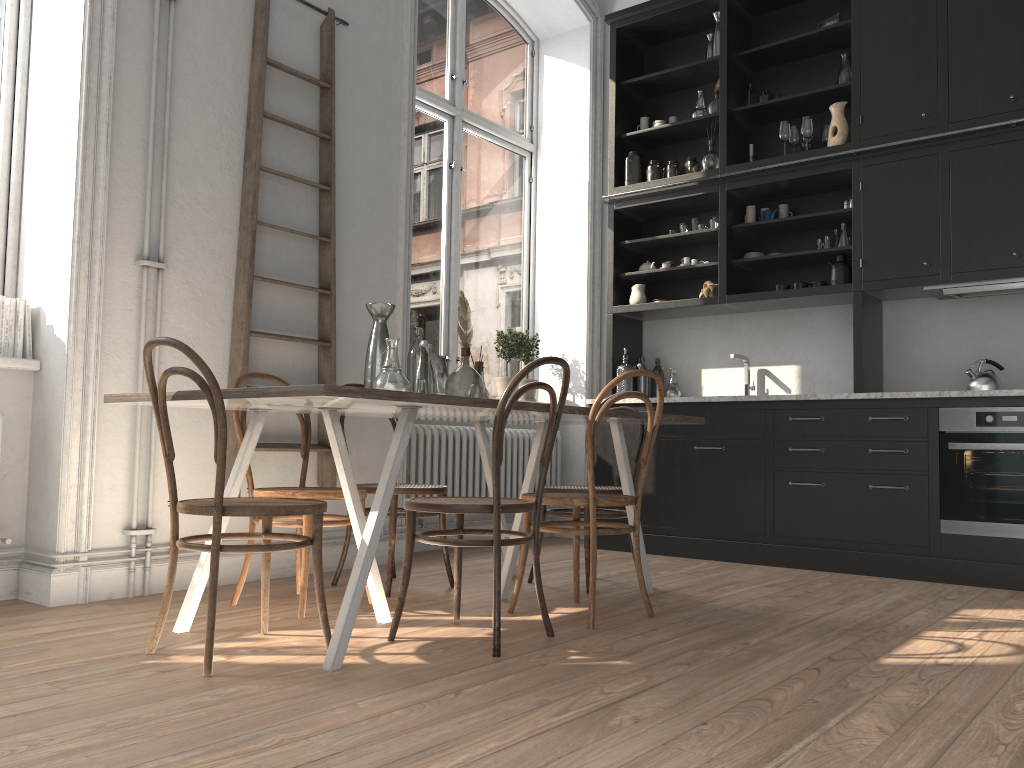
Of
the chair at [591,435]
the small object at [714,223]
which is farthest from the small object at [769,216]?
the chair at [591,435]

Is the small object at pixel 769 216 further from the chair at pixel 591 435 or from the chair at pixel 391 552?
the chair at pixel 391 552

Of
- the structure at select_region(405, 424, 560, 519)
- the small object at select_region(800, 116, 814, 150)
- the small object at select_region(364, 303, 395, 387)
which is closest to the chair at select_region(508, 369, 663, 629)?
the small object at select_region(364, 303, 395, 387)

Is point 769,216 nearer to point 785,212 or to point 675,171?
point 785,212

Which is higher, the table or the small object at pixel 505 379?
the small object at pixel 505 379

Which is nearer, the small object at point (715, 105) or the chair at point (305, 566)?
the chair at point (305, 566)

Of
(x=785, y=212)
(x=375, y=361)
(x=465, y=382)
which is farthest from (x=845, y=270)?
(x=375, y=361)

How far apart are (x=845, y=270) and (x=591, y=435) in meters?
2.7

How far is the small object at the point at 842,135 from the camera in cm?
508

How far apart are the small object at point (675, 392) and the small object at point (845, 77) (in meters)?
2.06
